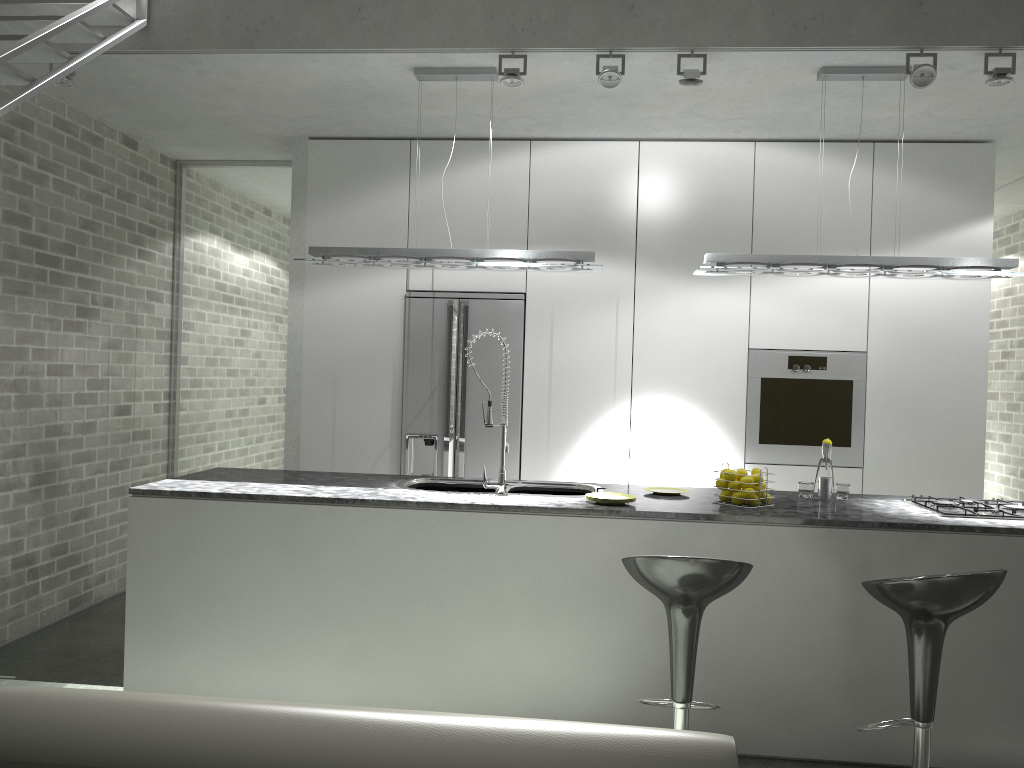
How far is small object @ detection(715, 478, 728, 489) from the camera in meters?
3.9

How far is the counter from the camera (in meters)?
3.50

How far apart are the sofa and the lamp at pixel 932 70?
3.1m

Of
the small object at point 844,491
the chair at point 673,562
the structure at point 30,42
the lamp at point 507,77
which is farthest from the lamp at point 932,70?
the structure at point 30,42

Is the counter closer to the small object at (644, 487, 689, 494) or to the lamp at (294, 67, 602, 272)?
the small object at (644, 487, 689, 494)

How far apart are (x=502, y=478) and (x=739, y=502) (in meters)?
1.04

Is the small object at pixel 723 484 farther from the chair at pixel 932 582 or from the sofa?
the sofa

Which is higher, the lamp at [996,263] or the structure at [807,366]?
the lamp at [996,263]

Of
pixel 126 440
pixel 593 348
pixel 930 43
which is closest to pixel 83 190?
pixel 126 440

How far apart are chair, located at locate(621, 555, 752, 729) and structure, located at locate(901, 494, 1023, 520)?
1.2 meters
